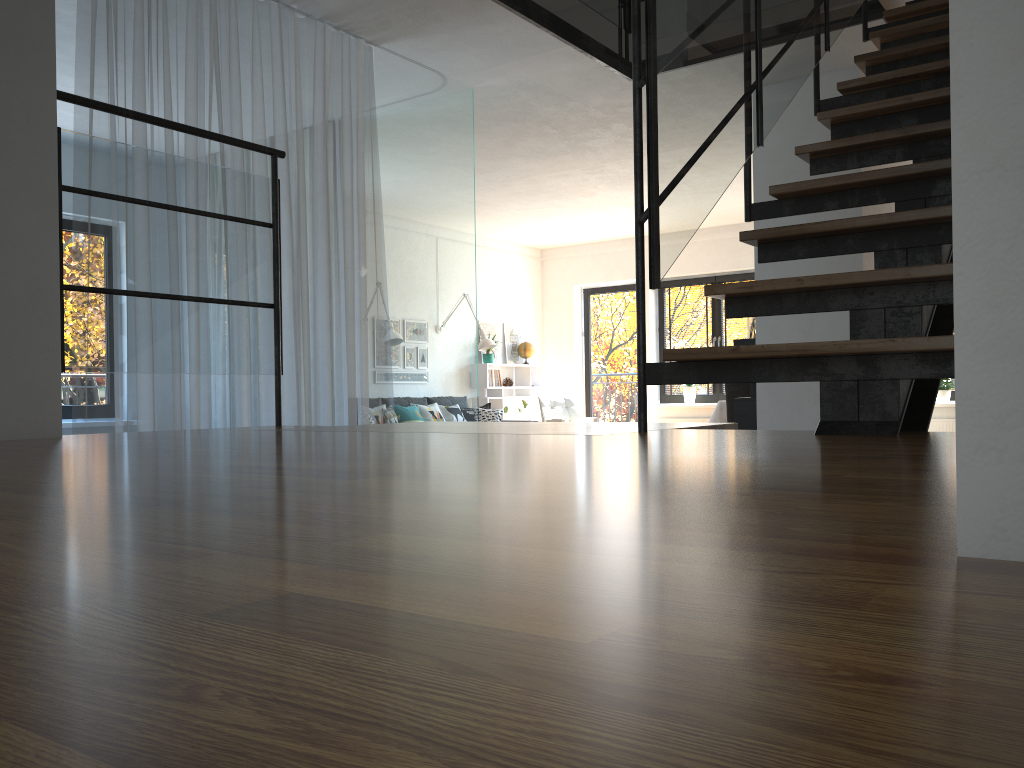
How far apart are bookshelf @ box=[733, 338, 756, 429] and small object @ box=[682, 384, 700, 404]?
4.35m

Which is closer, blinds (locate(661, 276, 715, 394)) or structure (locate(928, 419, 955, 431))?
structure (locate(928, 419, 955, 431))

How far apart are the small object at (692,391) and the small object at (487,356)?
2.4m

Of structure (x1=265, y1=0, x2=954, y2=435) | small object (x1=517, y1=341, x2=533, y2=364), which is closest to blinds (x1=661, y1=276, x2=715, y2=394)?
small object (x1=517, y1=341, x2=533, y2=364)

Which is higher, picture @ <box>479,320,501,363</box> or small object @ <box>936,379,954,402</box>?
picture @ <box>479,320,501,363</box>

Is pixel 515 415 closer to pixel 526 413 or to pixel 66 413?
pixel 526 413

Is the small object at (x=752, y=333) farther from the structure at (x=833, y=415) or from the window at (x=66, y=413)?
the window at (x=66, y=413)

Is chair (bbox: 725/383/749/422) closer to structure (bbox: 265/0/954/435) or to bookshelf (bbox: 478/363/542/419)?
bookshelf (bbox: 478/363/542/419)

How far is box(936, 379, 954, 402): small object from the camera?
9.0m

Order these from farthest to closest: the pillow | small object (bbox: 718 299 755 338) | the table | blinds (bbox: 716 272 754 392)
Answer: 1. blinds (bbox: 716 272 754 392)
2. the pillow
3. the table
4. small object (bbox: 718 299 755 338)
